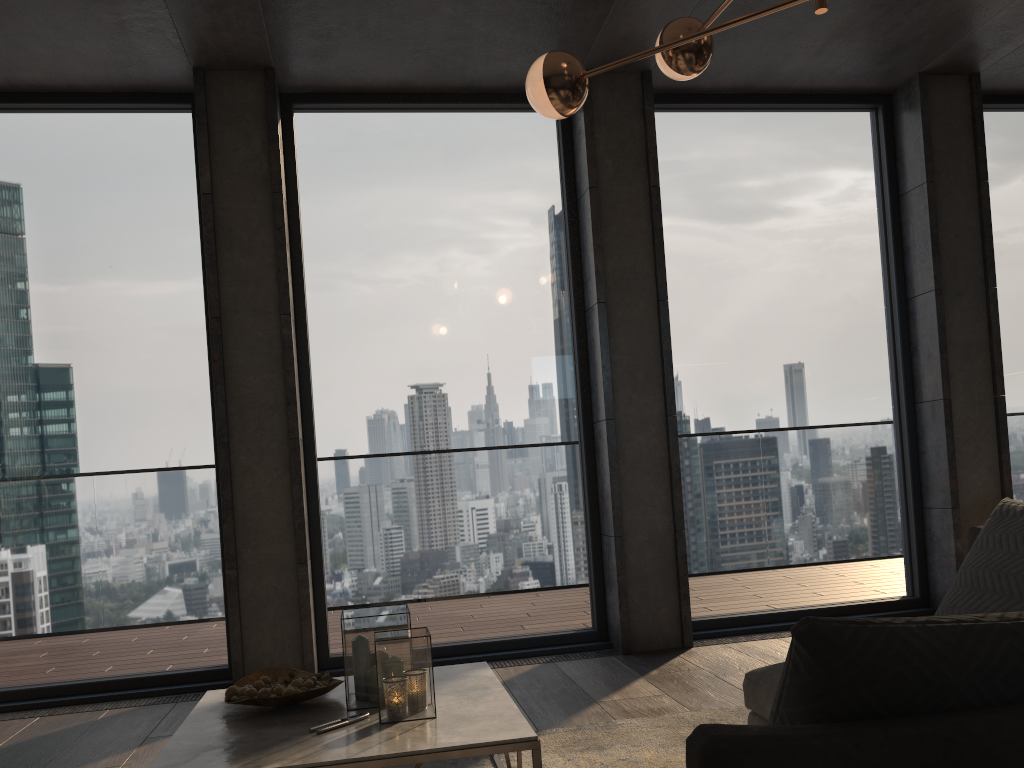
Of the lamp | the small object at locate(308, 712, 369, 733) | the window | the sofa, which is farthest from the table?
the lamp

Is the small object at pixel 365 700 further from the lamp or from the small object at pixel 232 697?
the lamp

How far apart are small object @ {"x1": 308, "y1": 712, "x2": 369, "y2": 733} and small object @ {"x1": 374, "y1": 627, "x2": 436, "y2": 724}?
0.1 meters

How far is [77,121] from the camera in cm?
452

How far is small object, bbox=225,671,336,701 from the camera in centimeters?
246cm

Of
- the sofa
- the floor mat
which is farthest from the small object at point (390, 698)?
the sofa

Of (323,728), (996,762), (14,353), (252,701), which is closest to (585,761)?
(323,728)

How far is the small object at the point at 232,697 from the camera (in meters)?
2.46

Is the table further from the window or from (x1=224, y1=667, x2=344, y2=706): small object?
the window

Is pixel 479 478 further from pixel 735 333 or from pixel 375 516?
pixel 735 333
